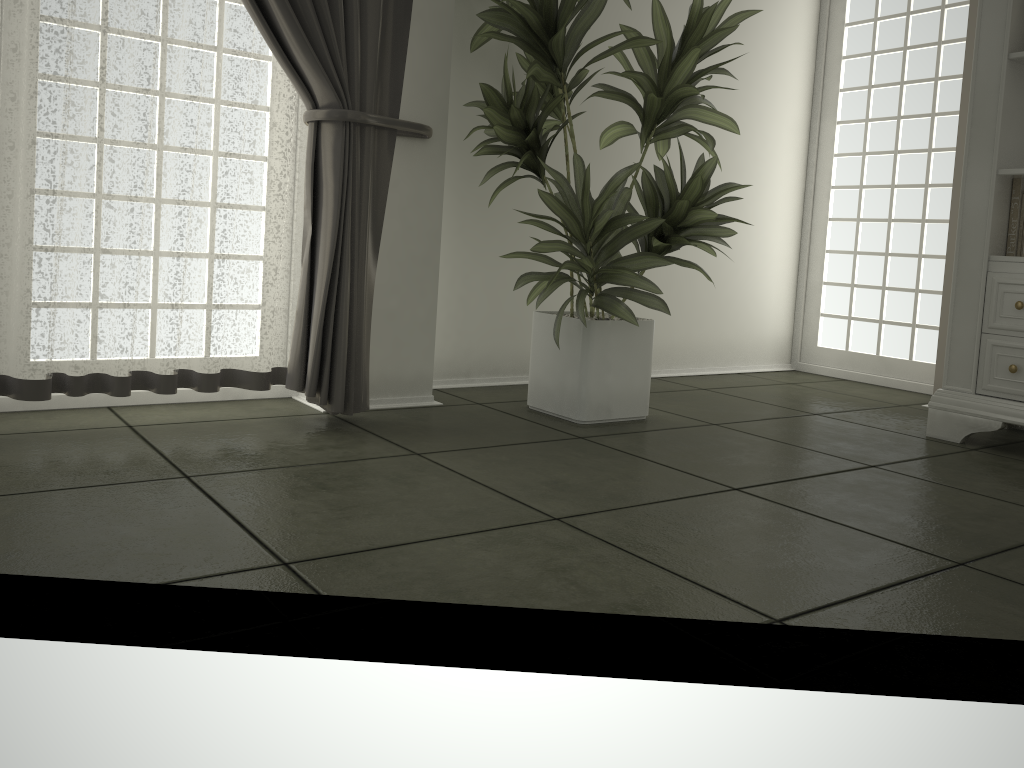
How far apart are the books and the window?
1.2 meters

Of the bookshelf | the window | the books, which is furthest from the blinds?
the window

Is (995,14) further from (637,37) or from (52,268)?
(52,268)

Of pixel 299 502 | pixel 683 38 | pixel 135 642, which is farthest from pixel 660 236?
pixel 135 642

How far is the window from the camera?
4.36m

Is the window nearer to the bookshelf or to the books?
the bookshelf

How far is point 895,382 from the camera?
4.36m

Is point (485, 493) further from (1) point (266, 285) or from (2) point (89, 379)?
(2) point (89, 379)

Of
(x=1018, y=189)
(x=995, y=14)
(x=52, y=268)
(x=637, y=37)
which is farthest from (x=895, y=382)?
(x=52, y=268)

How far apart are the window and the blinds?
2.6m
